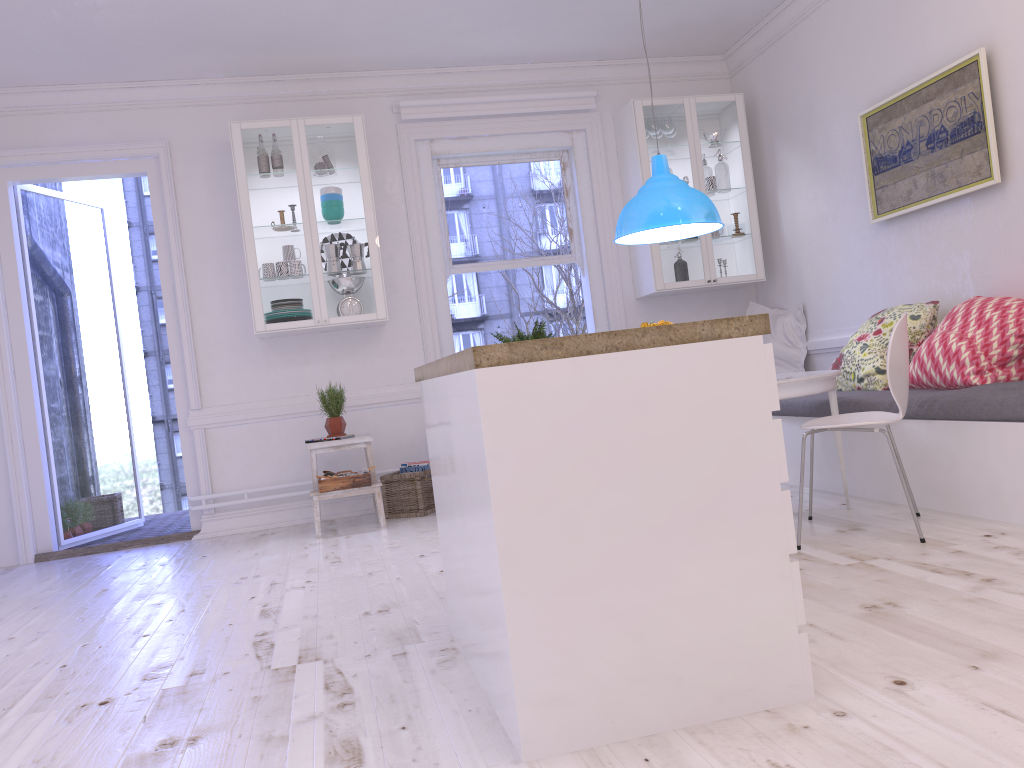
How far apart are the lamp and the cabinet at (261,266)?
1.7 meters

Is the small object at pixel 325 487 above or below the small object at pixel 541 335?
below

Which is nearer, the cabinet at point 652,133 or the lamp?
the lamp

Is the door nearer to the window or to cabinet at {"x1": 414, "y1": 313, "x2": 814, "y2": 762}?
the window

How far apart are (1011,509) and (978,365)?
0.74m

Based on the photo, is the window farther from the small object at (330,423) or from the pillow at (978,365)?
the pillow at (978,365)

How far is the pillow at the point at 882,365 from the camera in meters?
4.5 m

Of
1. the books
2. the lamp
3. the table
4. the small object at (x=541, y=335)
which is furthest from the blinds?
the table

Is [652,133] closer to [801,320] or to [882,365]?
[801,320]

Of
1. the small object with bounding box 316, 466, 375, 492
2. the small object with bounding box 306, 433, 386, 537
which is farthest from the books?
the small object with bounding box 316, 466, 375, 492
